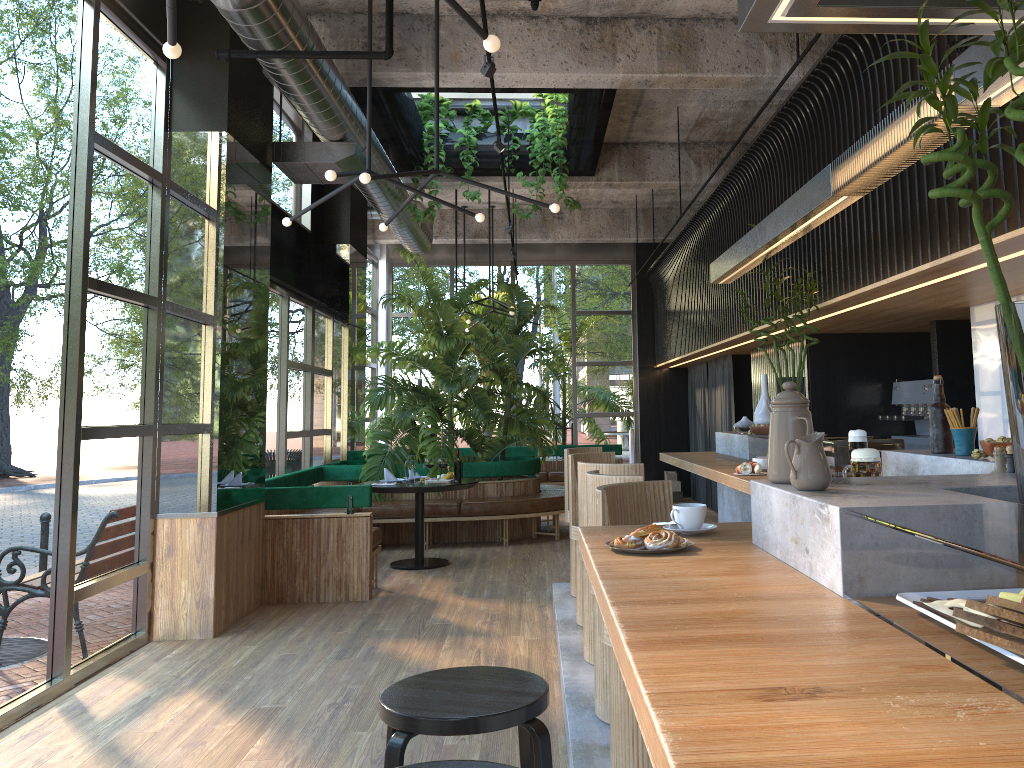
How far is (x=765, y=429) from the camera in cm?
557

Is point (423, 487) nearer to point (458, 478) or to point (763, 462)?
point (763, 462)

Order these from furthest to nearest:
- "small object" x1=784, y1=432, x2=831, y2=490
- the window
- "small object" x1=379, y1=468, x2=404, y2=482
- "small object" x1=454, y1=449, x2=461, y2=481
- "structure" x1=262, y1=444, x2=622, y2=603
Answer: "small object" x1=379, y1=468, x2=404, y2=482 < "structure" x1=262, y1=444, x2=622, y2=603 < the window < "small object" x1=454, y1=449, x2=461, y2=481 < "small object" x1=784, y1=432, x2=831, y2=490

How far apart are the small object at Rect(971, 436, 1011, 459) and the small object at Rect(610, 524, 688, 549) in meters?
1.1

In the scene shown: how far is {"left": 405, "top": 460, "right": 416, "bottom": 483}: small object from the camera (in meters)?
8.00

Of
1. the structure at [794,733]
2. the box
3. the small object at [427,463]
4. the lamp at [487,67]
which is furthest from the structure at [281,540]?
the lamp at [487,67]

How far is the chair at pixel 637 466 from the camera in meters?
4.3 m

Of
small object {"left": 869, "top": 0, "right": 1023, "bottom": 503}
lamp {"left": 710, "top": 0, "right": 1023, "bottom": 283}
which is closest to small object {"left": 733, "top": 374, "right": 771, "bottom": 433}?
lamp {"left": 710, "top": 0, "right": 1023, "bottom": 283}

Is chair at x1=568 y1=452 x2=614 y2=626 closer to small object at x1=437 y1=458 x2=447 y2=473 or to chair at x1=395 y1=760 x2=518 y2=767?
small object at x1=437 y1=458 x2=447 y2=473

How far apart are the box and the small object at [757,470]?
9.1 meters
